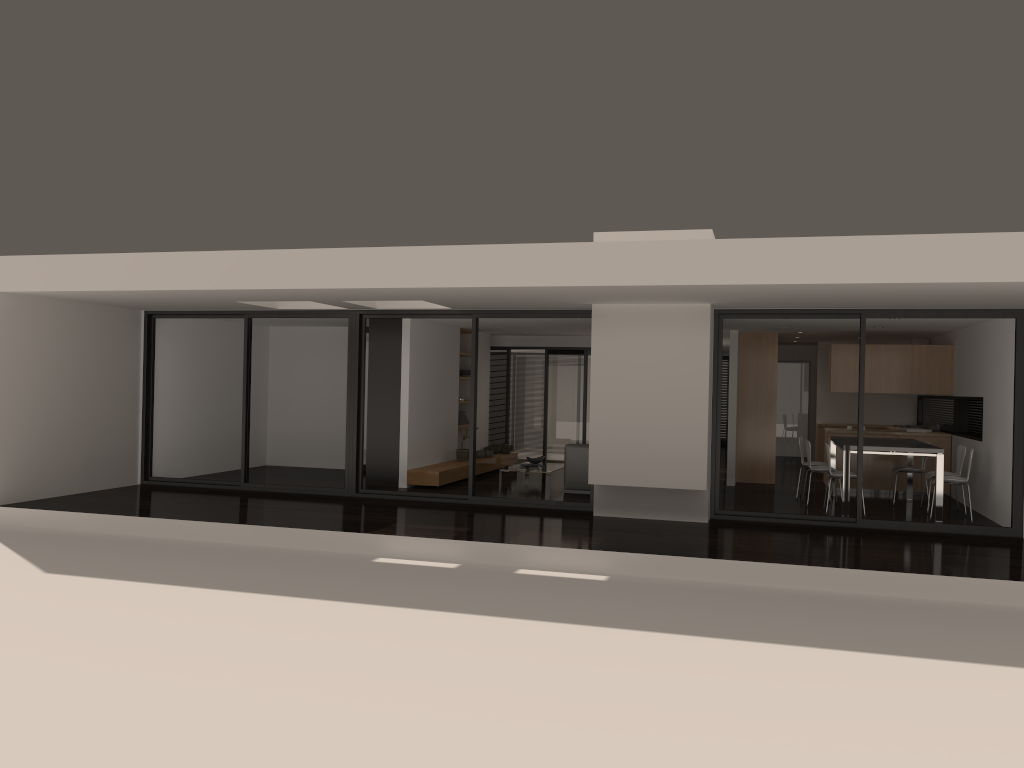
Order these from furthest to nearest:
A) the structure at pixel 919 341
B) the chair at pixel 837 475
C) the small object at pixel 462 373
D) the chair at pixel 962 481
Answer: the small object at pixel 462 373 < the structure at pixel 919 341 < the chair at pixel 837 475 < the chair at pixel 962 481

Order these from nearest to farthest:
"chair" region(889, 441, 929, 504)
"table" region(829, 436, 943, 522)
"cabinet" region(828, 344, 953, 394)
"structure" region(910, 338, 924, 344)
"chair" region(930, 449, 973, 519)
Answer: "table" region(829, 436, 943, 522)
"chair" region(930, 449, 973, 519)
"chair" region(889, 441, 929, 504)
"cabinet" region(828, 344, 953, 394)
"structure" region(910, 338, 924, 344)

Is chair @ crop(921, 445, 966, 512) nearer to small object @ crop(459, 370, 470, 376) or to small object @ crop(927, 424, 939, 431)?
small object @ crop(927, 424, 939, 431)

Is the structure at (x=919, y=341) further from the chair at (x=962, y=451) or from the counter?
the chair at (x=962, y=451)

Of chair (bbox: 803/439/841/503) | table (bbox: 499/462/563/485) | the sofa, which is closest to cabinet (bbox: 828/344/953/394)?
chair (bbox: 803/439/841/503)

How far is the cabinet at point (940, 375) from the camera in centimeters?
1288cm

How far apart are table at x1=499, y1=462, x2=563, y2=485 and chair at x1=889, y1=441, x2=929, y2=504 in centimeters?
482cm

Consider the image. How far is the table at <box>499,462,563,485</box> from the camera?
13.3m

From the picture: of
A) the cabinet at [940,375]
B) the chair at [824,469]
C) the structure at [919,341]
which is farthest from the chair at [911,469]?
the structure at [919,341]

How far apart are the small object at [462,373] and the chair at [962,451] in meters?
7.3
